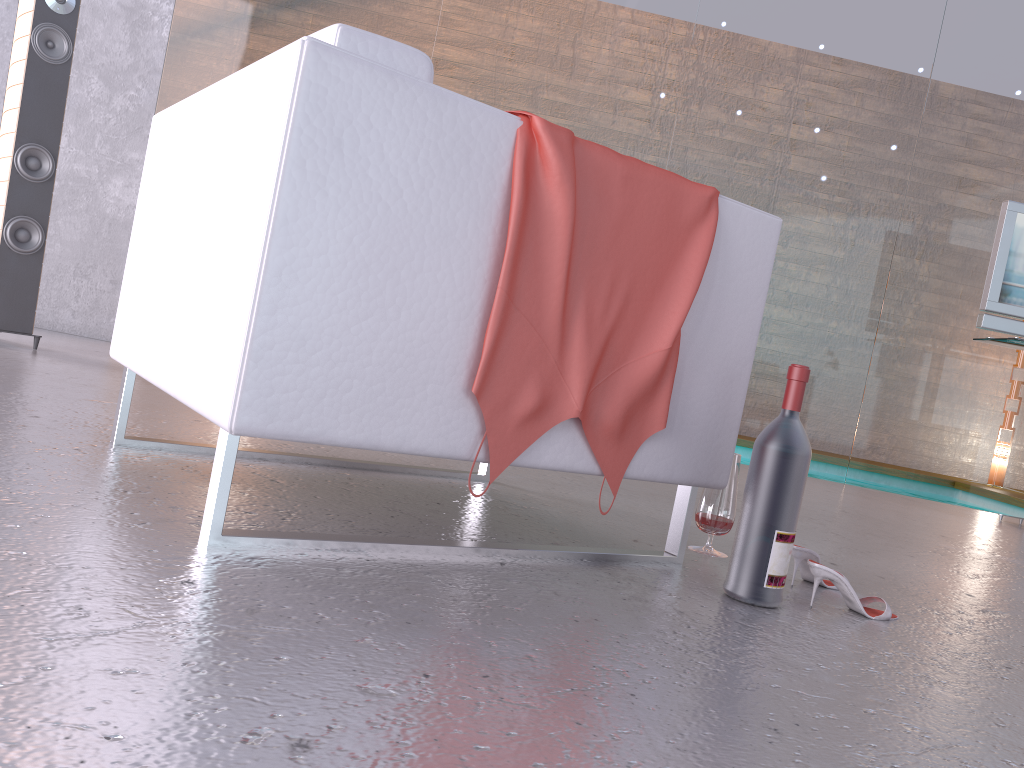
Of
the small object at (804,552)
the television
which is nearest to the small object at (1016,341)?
the television

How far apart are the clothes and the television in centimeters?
340cm

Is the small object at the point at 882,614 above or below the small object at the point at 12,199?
below

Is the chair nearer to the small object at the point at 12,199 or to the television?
the small object at the point at 12,199

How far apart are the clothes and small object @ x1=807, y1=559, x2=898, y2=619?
0.5m

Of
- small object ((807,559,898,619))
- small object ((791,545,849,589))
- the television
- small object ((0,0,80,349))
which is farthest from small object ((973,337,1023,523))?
small object ((0,0,80,349))

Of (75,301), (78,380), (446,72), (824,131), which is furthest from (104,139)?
(824,131)

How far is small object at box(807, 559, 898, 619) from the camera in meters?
1.7 m

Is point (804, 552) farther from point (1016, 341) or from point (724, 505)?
point (1016, 341)

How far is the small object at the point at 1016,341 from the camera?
4.3 meters
